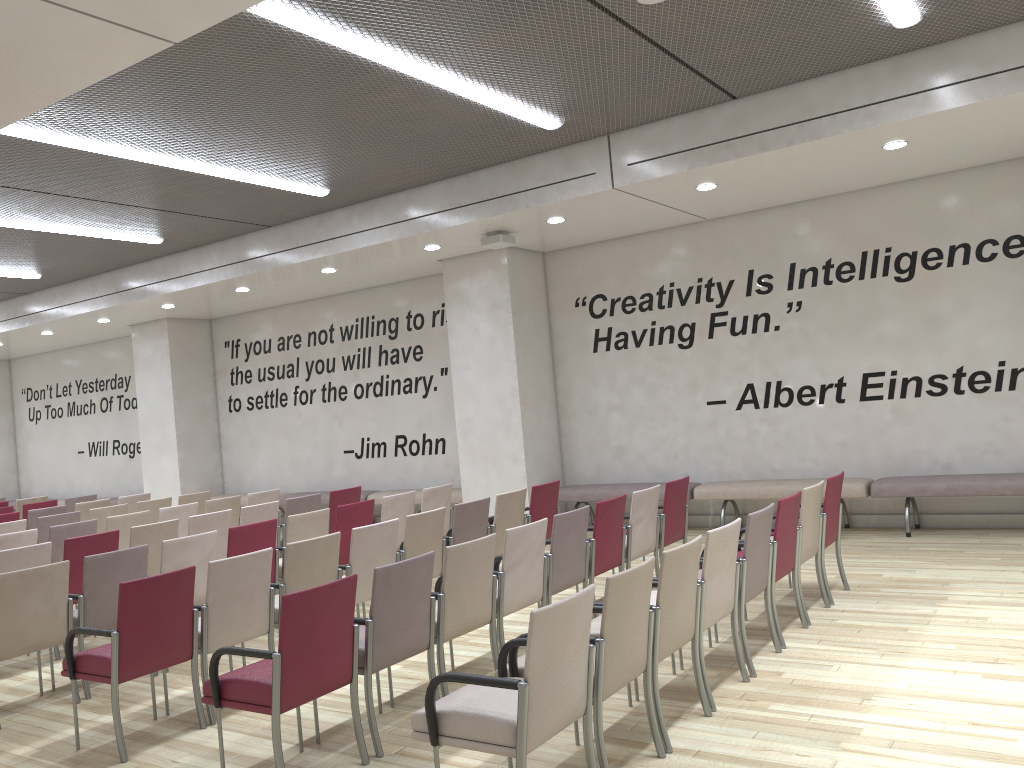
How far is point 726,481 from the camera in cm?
977

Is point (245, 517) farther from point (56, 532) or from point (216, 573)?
point (216, 573)

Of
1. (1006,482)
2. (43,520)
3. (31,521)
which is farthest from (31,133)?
(1006,482)

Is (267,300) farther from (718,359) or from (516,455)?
(718,359)

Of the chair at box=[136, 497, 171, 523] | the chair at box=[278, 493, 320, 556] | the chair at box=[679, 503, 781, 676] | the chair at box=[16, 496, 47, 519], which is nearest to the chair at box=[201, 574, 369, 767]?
the chair at box=[679, 503, 781, 676]

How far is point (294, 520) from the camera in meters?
7.0 m

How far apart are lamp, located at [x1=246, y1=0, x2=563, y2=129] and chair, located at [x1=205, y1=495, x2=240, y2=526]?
5.1 meters

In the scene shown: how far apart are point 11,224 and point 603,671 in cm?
862

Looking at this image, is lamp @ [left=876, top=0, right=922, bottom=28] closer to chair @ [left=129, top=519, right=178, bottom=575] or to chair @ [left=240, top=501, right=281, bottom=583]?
chair @ [left=240, top=501, right=281, bottom=583]

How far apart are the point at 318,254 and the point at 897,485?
6.7m
